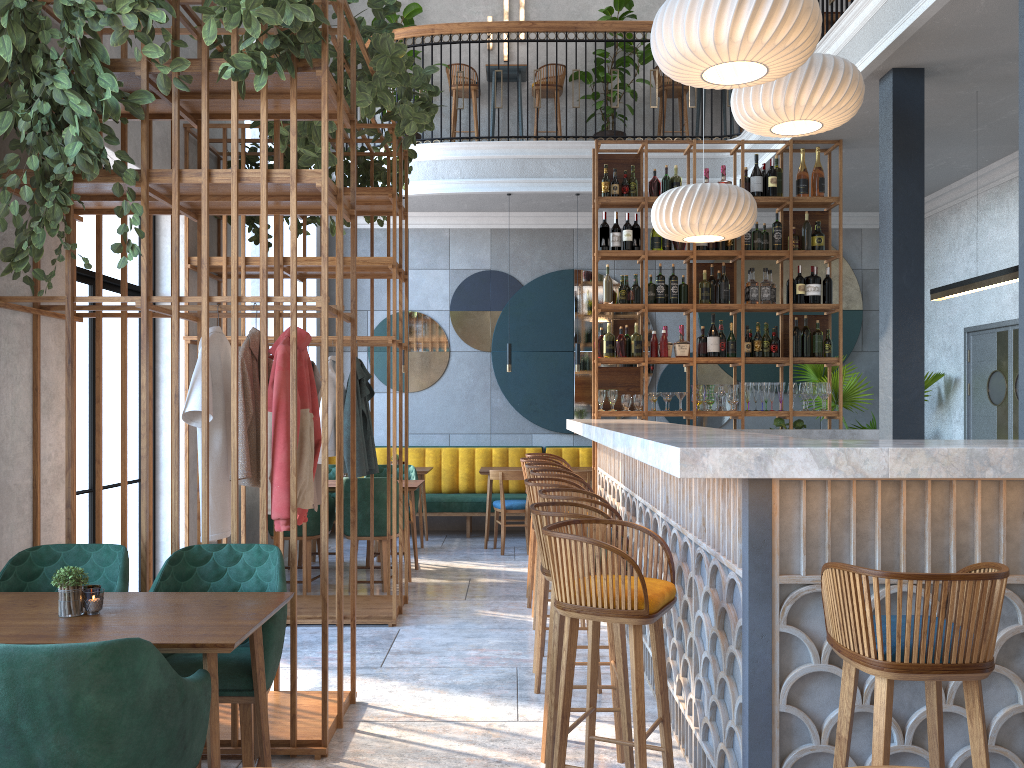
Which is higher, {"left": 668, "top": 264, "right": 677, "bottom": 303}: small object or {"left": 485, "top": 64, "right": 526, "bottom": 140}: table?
{"left": 485, "top": 64, "right": 526, "bottom": 140}: table

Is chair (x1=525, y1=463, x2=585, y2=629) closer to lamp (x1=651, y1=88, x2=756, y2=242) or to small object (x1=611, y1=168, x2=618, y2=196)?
lamp (x1=651, y1=88, x2=756, y2=242)

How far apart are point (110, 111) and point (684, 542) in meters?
2.7

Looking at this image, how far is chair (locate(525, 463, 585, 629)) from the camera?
5.48m

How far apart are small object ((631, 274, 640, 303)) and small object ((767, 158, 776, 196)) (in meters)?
1.30

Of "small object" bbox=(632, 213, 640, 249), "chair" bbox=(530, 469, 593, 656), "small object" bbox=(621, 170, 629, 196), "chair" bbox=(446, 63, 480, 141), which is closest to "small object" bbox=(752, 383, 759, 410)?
"small object" bbox=(632, 213, 640, 249)

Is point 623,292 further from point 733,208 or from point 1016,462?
point 1016,462

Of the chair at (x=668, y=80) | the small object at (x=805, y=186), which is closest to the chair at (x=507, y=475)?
the small object at (x=805, y=186)

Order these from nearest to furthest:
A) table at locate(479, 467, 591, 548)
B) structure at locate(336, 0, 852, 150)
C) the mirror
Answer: table at locate(479, 467, 591, 548), structure at locate(336, 0, 852, 150), the mirror

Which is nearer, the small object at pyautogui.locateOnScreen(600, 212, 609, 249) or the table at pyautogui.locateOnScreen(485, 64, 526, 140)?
the small object at pyautogui.locateOnScreen(600, 212, 609, 249)
